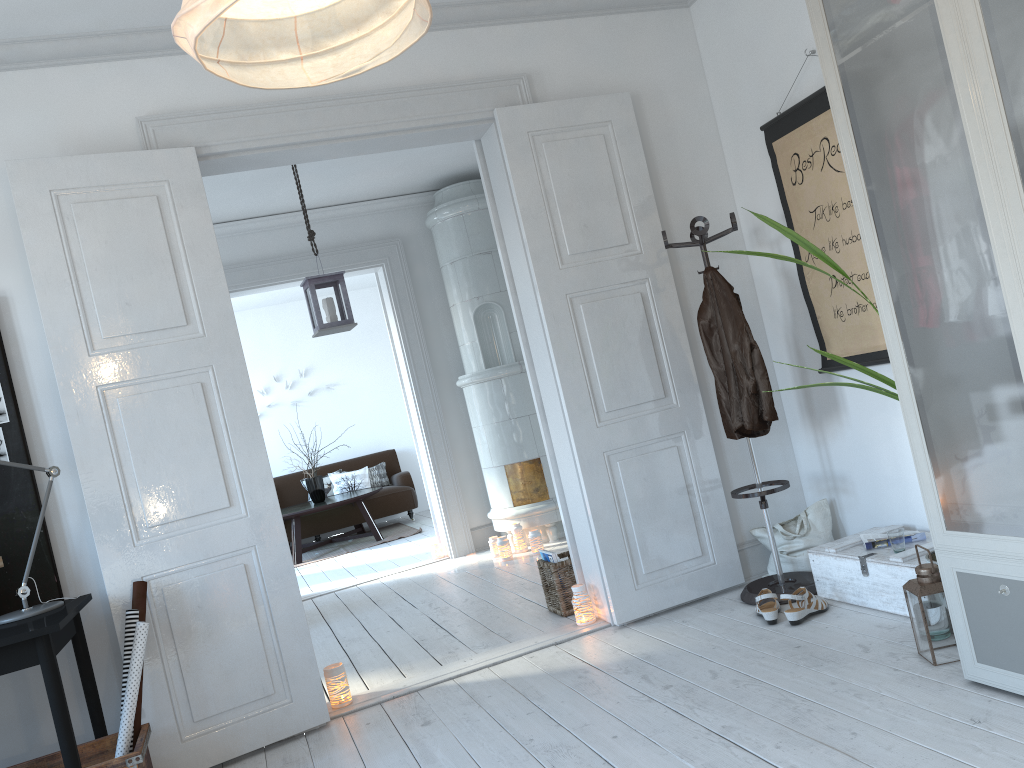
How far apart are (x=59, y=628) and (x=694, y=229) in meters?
2.7 m

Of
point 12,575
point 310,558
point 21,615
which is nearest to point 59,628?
point 21,615

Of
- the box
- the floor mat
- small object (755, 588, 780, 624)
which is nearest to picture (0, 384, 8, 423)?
small object (755, 588, 780, 624)

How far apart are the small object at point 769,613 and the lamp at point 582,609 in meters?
0.8

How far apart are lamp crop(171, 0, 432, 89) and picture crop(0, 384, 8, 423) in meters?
2.5 m

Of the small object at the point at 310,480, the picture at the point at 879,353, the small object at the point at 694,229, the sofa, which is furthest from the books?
the sofa

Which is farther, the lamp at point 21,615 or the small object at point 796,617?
the small object at point 796,617

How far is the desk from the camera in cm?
259

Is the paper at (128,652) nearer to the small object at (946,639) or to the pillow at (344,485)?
the small object at (946,639)

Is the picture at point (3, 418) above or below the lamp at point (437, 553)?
above
